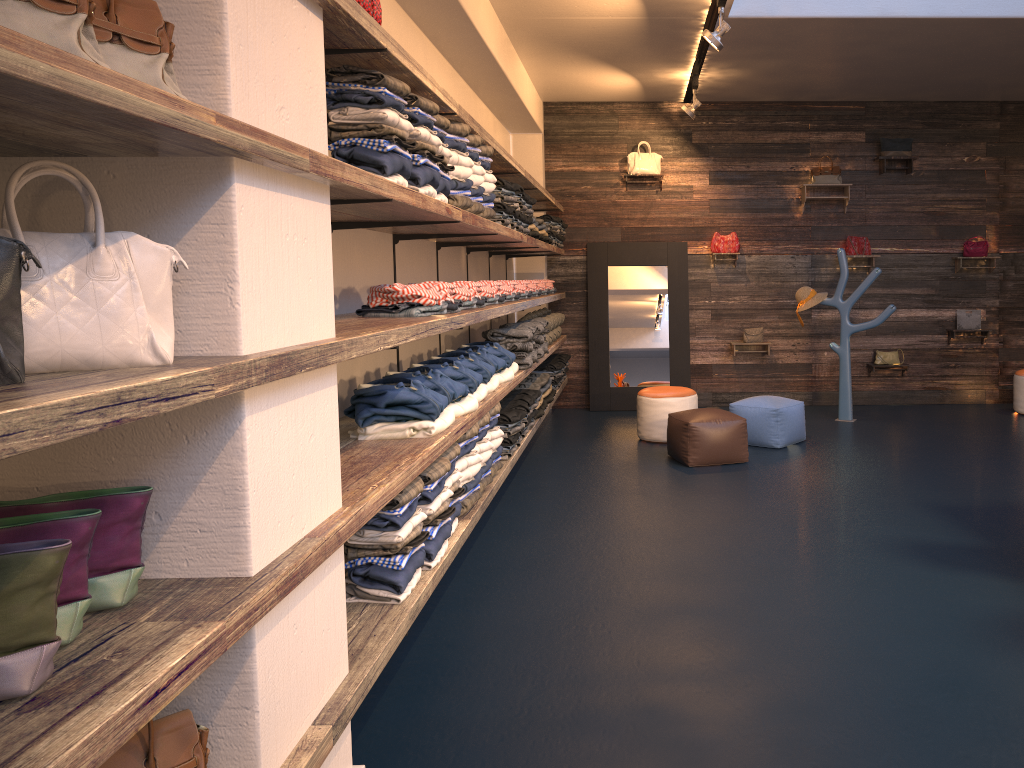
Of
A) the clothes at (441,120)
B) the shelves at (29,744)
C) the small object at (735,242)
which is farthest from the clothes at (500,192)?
the small object at (735,242)

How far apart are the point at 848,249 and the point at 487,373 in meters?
6.0 m

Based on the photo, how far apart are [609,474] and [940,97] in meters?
5.8

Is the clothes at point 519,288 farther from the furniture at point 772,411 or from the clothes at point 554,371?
the furniture at point 772,411

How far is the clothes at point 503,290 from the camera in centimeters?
602cm

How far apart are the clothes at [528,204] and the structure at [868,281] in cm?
372

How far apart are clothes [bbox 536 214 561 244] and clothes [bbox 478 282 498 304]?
3.1m

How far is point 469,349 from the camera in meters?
5.3

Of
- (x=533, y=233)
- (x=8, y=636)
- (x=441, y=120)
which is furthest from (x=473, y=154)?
(x=8, y=636)

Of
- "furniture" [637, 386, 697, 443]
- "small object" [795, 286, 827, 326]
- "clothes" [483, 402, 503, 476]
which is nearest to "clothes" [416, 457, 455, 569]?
"clothes" [483, 402, 503, 476]
